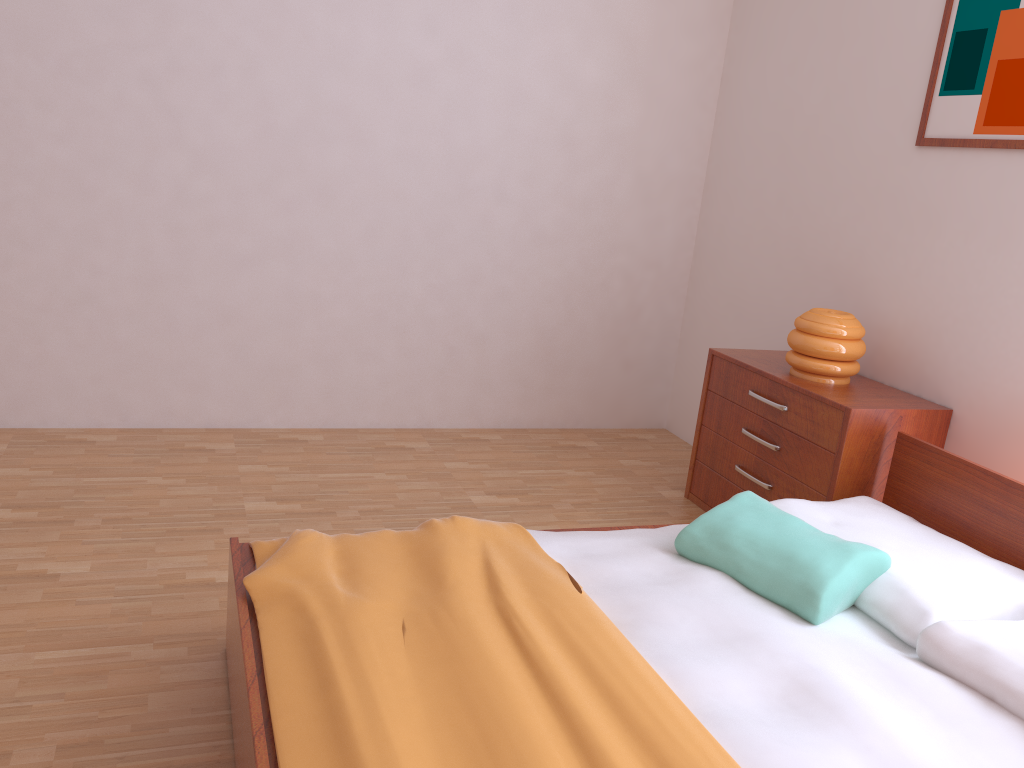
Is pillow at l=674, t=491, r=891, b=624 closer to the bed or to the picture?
the bed

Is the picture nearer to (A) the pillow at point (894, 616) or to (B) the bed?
(B) the bed

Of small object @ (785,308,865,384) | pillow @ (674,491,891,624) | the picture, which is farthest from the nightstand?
the picture

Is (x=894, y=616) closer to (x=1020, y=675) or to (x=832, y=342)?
(x=1020, y=675)

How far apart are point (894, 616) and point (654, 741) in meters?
0.8 m

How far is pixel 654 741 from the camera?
1.5m

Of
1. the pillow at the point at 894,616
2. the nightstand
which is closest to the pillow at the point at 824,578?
the pillow at the point at 894,616

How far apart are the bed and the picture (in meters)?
0.93

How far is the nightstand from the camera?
2.8 meters

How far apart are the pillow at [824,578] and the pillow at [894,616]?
0.0m
